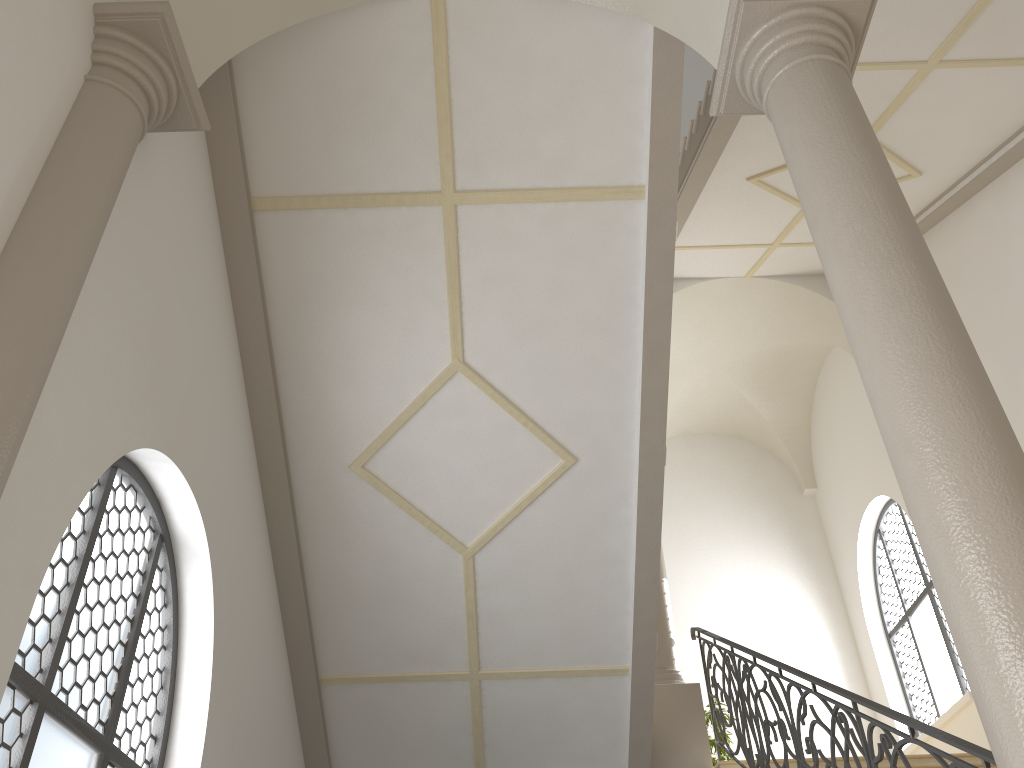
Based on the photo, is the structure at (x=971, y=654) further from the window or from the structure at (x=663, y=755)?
the window

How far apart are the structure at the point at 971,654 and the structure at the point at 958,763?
1.19m

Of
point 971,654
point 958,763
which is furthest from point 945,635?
point 971,654

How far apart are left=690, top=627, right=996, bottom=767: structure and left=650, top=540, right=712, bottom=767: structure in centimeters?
11cm

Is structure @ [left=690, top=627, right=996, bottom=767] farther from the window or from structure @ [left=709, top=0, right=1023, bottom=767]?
the window

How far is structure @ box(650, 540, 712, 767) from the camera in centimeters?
805cm

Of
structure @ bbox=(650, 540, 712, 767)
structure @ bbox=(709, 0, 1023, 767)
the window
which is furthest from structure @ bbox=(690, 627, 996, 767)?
the window

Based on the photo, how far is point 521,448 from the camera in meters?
6.6 m

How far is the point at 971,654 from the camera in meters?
2.4

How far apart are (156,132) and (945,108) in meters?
6.2 m
